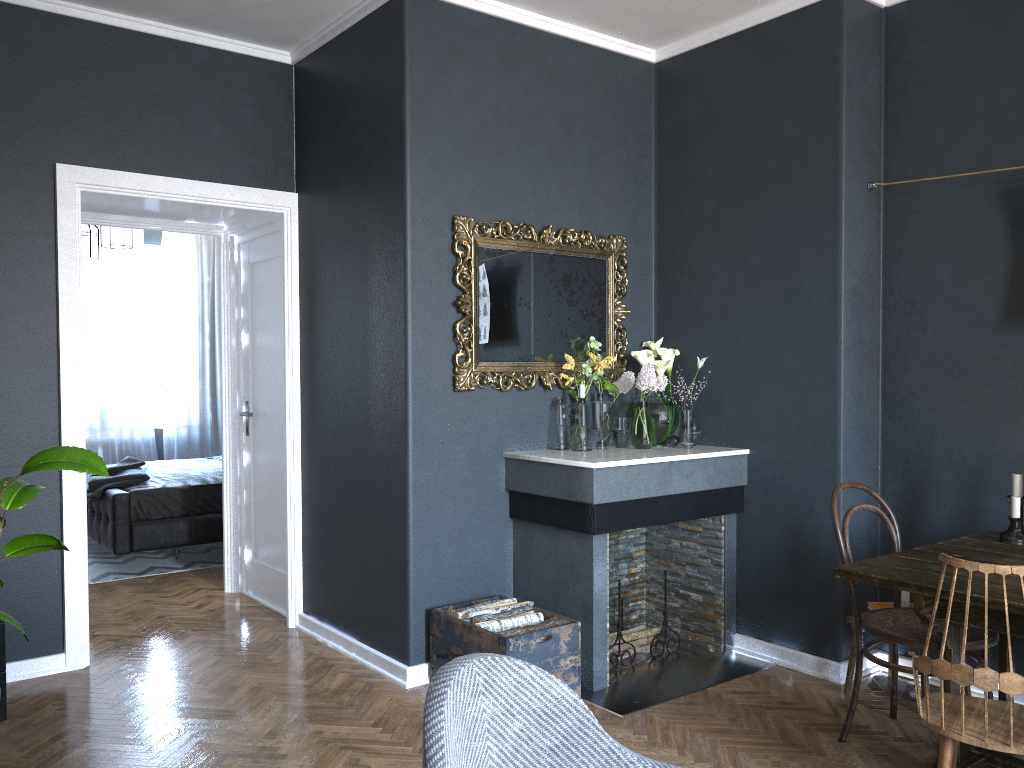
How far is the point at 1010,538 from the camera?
3.14m

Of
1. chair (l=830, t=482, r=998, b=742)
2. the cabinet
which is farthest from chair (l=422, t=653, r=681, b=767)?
the cabinet

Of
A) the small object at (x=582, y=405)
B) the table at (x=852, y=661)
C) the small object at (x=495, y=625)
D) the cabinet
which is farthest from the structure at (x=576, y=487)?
the cabinet

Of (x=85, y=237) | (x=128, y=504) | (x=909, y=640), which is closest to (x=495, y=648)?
(x=909, y=640)

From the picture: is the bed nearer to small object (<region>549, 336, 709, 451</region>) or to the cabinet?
the cabinet

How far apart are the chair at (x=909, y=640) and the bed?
4.4m

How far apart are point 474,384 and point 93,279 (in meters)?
5.81

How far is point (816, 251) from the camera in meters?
3.9 m

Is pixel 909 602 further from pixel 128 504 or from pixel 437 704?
pixel 128 504

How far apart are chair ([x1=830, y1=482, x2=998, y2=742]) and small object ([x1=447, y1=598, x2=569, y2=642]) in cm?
112
